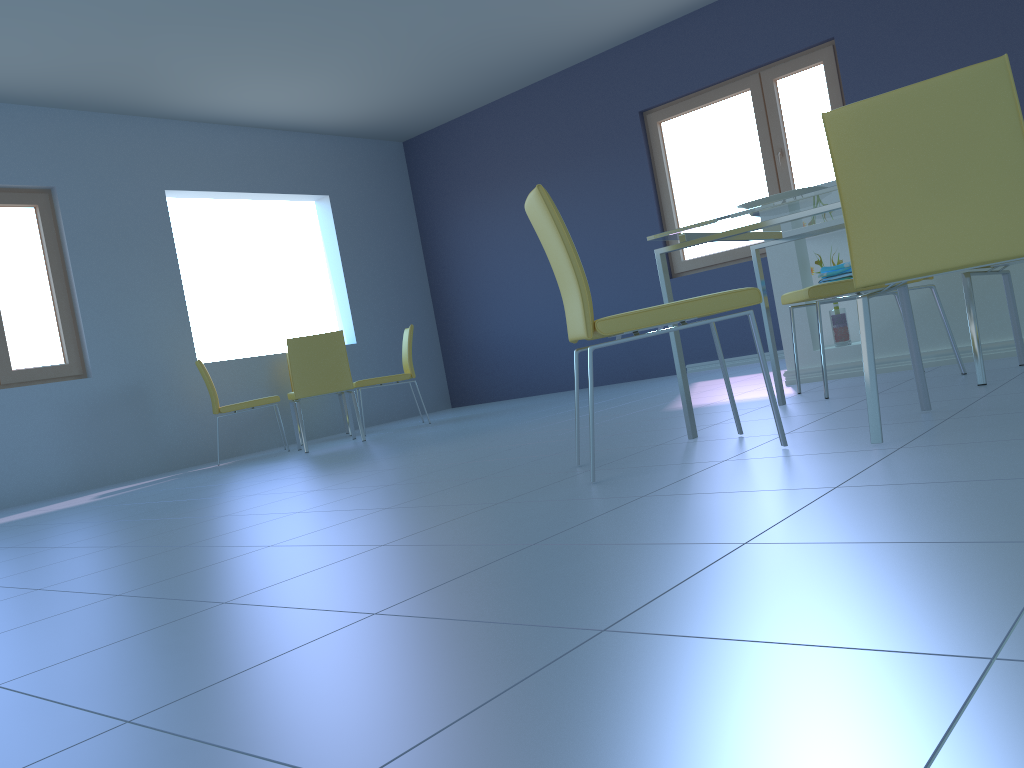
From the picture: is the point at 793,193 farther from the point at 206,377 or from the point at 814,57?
the point at 206,377

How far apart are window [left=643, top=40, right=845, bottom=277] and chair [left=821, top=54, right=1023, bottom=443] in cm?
401

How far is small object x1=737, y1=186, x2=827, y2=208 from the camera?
2.3m

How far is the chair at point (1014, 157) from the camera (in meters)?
1.66

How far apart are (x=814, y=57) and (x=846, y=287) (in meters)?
3.46

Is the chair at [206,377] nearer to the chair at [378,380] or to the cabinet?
the chair at [378,380]

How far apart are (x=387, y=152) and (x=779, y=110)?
3.6m

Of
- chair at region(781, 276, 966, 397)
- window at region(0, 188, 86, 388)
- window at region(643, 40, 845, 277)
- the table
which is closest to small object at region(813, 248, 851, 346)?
chair at region(781, 276, 966, 397)

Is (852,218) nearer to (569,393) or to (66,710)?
(66,710)

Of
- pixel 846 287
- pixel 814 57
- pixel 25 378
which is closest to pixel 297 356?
pixel 25 378
